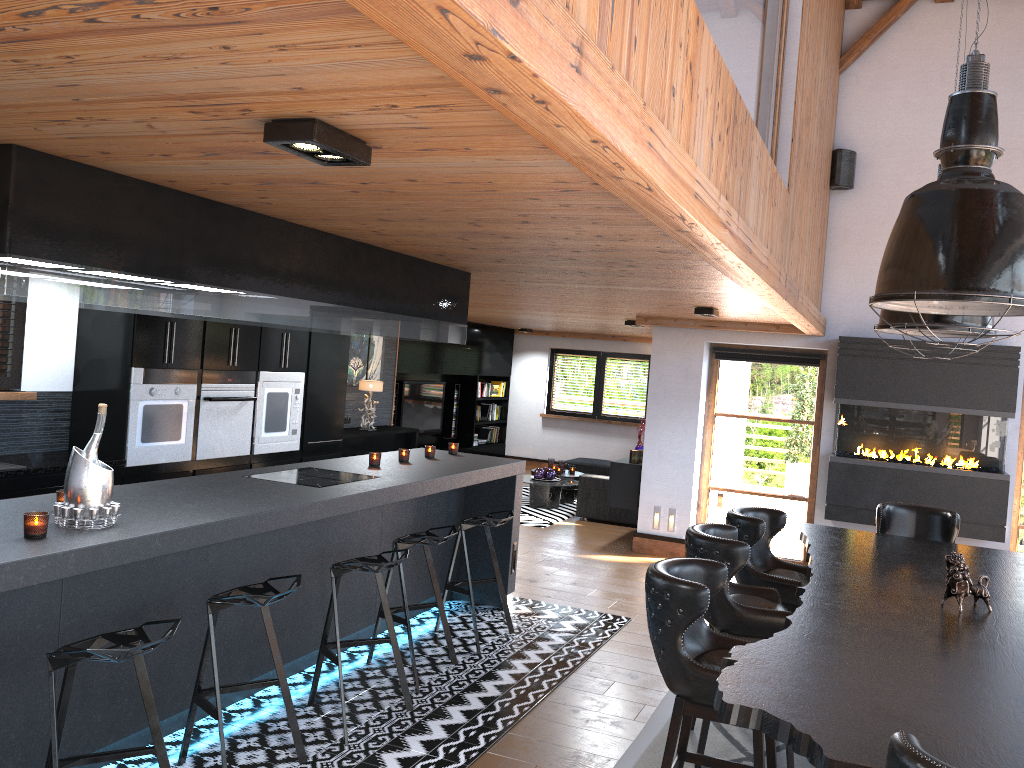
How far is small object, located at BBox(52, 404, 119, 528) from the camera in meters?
3.3 m

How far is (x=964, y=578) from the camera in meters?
3.7 m

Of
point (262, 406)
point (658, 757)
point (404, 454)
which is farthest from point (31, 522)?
point (262, 406)

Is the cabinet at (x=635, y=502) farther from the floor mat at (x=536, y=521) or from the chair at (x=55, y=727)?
the chair at (x=55, y=727)

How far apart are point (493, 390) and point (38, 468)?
9.77m

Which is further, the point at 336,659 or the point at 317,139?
the point at 336,659

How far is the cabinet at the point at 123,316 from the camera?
6.00m

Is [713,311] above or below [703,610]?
above

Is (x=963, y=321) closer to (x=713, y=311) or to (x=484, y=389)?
(x=713, y=311)

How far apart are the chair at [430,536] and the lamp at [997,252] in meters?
2.6
